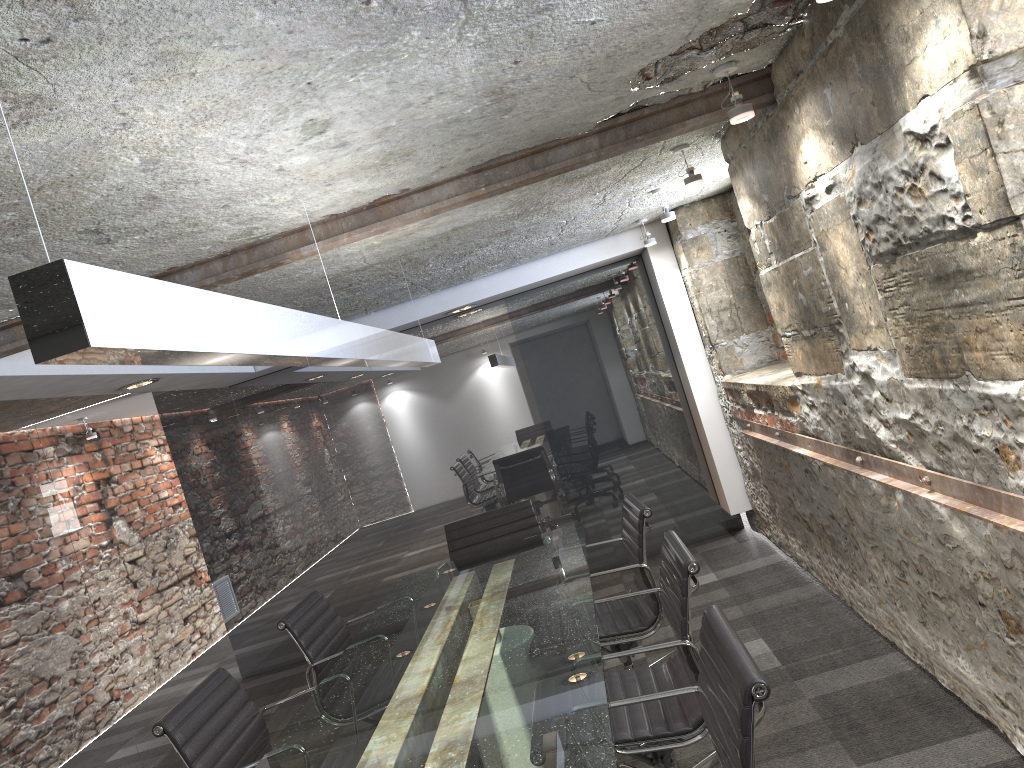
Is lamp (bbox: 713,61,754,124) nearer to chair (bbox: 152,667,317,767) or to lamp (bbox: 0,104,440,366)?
lamp (bbox: 0,104,440,366)

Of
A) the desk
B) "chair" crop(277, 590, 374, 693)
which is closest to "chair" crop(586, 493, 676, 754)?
the desk

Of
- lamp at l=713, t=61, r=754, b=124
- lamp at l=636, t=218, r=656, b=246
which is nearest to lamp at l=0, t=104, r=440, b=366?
lamp at l=713, t=61, r=754, b=124

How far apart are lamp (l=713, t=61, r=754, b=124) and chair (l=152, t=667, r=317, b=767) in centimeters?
228cm

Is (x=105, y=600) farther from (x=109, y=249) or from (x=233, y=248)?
(x=109, y=249)

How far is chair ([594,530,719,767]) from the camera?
2.3 meters

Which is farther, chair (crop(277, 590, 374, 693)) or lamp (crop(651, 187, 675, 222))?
lamp (crop(651, 187, 675, 222))

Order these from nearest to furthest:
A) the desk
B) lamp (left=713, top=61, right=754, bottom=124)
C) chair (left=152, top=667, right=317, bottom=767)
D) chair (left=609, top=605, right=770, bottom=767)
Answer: chair (left=609, top=605, right=770, bottom=767), the desk, chair (left=152, top=667, right=317, bottom=767), lamp (left=713, top=61, right=754, bottom=124)

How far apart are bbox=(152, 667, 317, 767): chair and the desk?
0.1 meters

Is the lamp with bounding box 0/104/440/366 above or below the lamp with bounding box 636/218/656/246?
below
